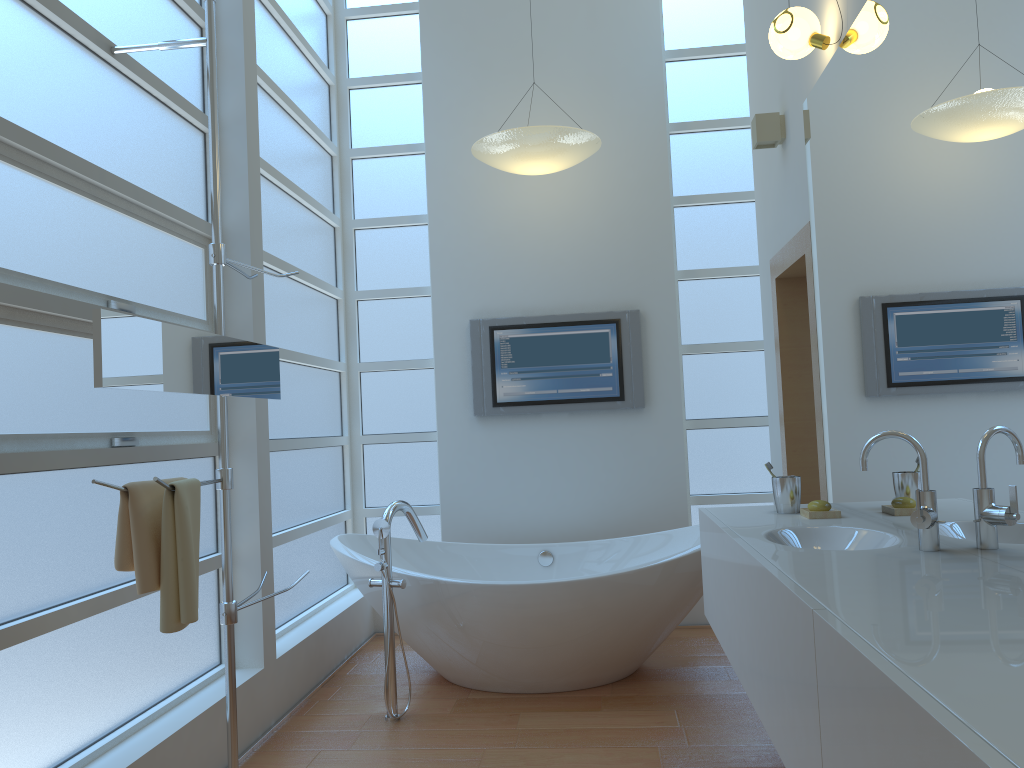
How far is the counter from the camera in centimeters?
96cm

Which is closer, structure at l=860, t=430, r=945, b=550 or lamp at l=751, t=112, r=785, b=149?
structure at l=860, t=430, r=945, b=550

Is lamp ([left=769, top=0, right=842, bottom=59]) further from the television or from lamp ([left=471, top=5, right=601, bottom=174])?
the television

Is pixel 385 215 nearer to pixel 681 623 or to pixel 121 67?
pixel 121 67

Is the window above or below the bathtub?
above

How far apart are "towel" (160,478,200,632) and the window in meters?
0.4 m

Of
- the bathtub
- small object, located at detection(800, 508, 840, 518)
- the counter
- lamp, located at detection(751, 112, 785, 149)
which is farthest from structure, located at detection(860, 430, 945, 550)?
lamp, located at detection(751, 112, 785, 149)

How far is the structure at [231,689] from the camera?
2.5 meters

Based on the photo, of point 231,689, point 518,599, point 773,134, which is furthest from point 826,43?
point 231,689

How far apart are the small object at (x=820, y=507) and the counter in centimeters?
6cm
